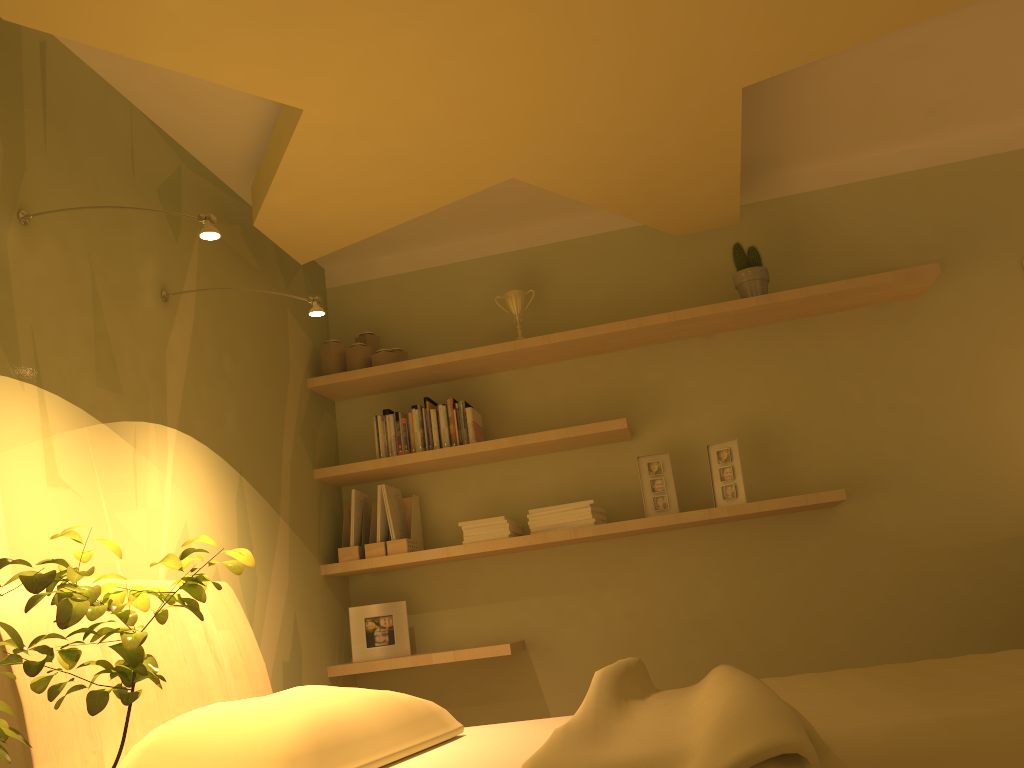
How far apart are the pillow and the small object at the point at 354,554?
1.4m

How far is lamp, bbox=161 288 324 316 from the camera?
2.68m

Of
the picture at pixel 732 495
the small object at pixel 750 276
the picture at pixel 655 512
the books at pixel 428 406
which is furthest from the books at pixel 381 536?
the small object at pixel 750 276

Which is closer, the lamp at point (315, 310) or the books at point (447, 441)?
the lamp at point (315, 310)

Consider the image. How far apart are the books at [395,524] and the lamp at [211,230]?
1.8m

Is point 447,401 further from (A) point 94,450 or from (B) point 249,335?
(A) point 94,450

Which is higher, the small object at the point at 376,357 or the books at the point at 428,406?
the small object at the point at 376,357

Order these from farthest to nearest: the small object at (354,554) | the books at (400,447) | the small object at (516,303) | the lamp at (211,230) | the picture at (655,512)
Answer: the small object at (516,303)
the books at (400,447)
the small object at (354,554)
the picture at (655,512)
the lamp at (211,230)

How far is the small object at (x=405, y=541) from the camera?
3.62m

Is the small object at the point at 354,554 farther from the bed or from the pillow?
the pillow
